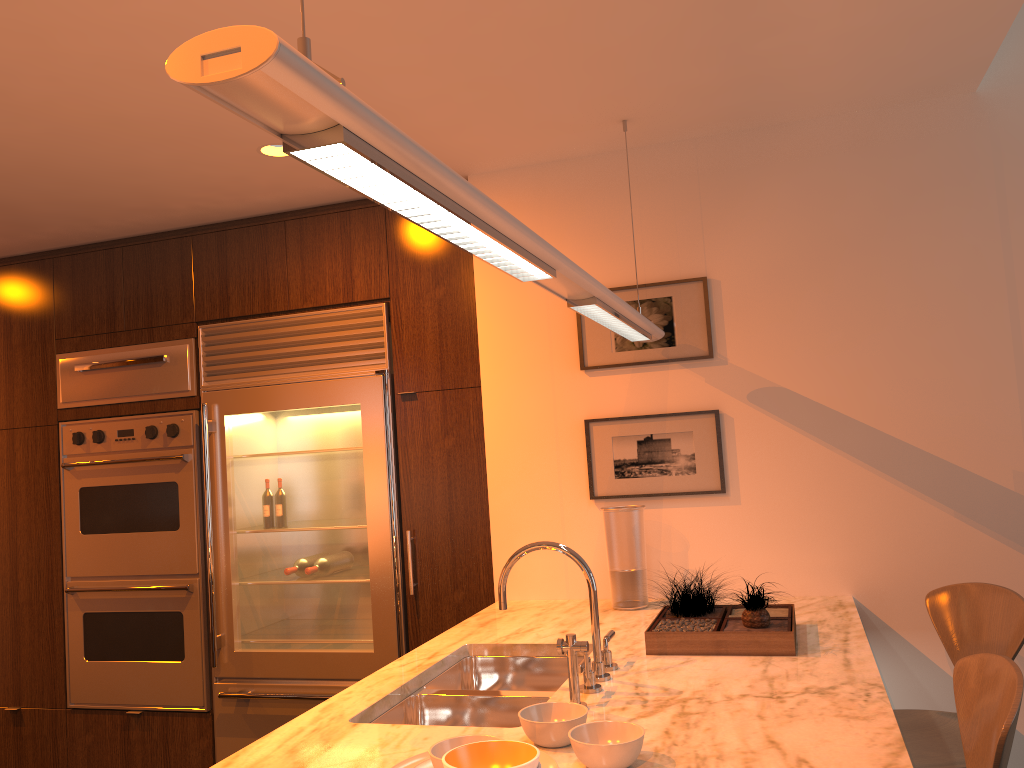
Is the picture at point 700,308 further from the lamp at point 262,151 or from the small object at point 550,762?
the small object at point 550,762

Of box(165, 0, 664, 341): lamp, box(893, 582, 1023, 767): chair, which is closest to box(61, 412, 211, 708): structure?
box(165, 0, 664, 341): lamp

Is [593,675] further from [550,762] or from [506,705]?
[550,762]

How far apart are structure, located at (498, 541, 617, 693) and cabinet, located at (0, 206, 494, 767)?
1.20m

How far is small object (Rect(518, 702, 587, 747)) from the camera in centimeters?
167cm

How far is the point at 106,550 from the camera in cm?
402

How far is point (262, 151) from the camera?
3.1m

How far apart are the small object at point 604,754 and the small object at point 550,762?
0.0m

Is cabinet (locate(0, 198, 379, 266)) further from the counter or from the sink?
the sink

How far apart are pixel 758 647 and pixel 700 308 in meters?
1.3
